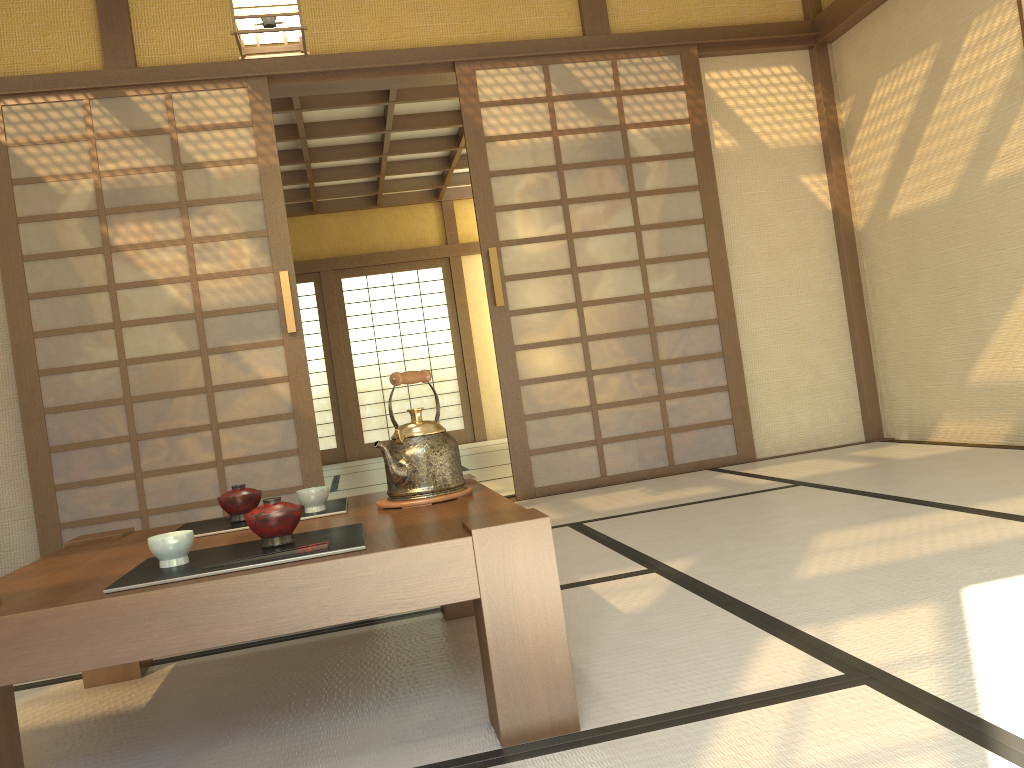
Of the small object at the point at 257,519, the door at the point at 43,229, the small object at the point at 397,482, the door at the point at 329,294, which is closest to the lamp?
the door at the point at 43,229

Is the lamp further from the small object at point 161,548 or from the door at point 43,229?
the small object at point 161,548

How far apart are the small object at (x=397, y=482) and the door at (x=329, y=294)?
8.4 meters

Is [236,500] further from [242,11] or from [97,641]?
[242,11]

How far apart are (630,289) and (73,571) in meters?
3.4

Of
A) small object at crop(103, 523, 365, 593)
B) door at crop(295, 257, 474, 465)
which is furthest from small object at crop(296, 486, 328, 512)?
door at crop(295, 257, 474, 465)

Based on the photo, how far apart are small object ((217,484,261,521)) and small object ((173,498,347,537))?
0.02m

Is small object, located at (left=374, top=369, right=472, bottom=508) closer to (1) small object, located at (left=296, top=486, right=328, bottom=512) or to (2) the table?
(2) the table

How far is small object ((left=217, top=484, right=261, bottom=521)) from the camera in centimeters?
202cm

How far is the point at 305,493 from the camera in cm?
201
